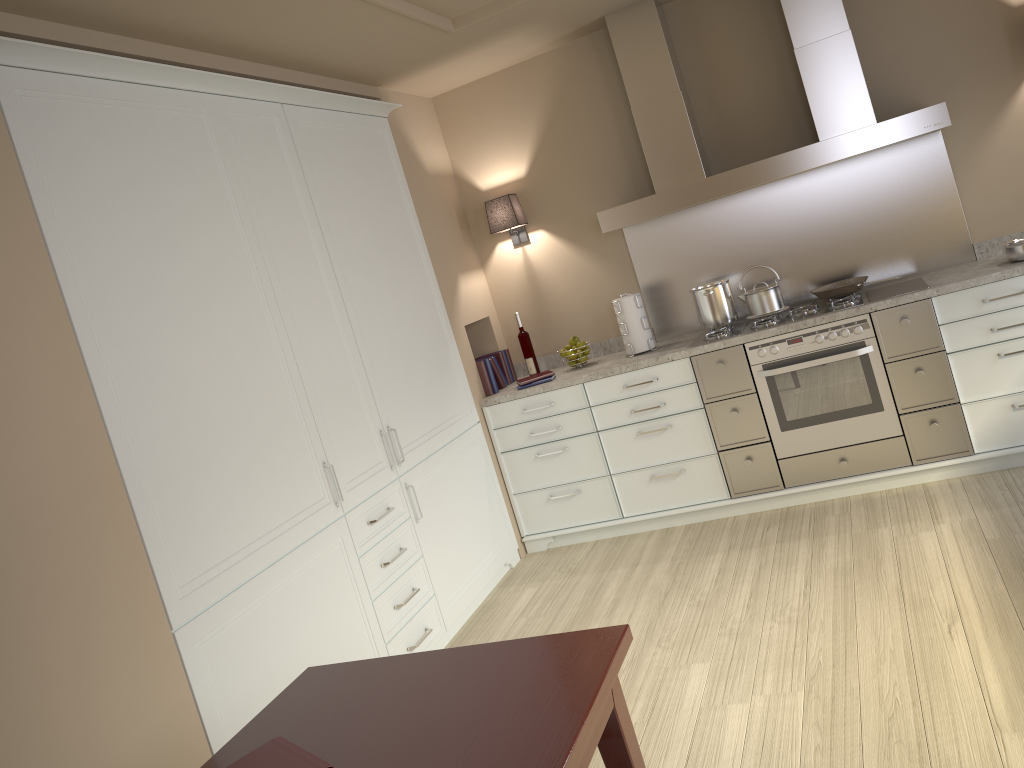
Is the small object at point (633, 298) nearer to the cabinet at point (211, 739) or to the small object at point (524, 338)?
the small object at point (524, 338)

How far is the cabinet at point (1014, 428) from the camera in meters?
3.7 m

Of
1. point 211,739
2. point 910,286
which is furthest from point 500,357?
point 211,739

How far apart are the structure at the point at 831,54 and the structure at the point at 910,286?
0.2 meters

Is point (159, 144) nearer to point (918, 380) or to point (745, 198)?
point (745, 198)

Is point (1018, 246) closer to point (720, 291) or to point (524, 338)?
point (720, 291)

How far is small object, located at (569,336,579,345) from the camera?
4.6 meters

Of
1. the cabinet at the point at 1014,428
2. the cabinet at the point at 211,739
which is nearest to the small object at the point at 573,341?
the cabinet at the point at 1014,428

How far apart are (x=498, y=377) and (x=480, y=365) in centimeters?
17cm

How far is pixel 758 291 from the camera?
4.1 meters
